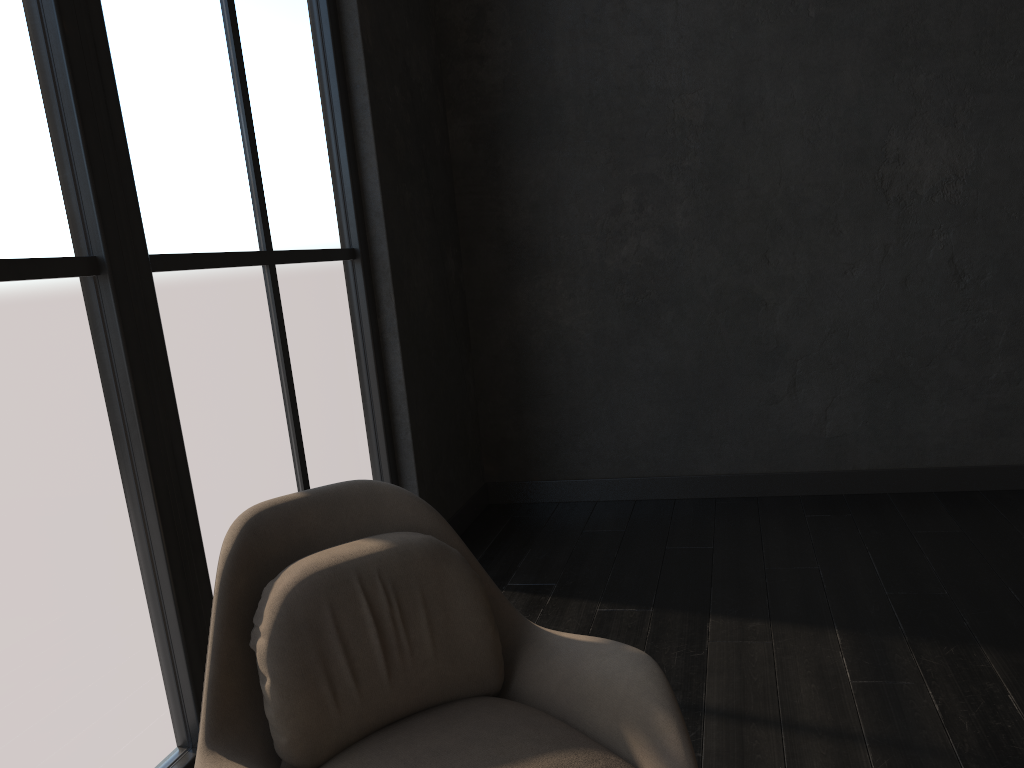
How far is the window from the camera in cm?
188

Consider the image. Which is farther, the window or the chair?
the window

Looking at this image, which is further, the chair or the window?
the window

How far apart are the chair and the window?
0.5m

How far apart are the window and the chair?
0.47m

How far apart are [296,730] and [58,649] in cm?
66

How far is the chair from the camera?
1.6 meters

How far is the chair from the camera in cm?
156

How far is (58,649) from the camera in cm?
188
